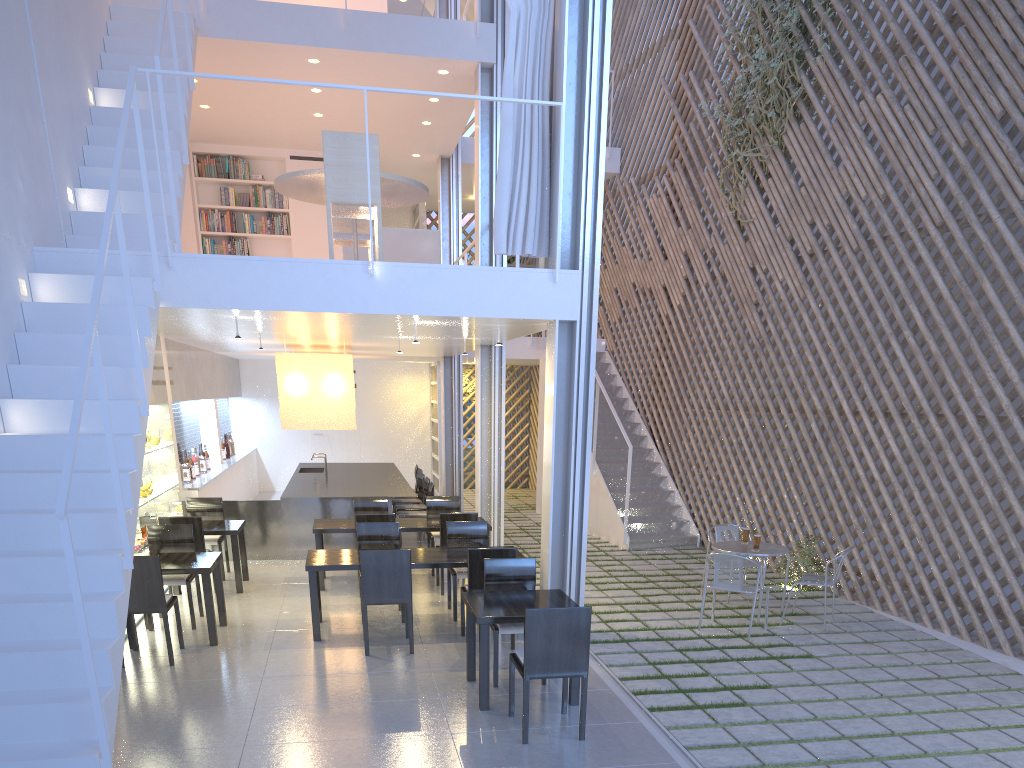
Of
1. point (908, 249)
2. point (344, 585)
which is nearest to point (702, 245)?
point (908, 249)

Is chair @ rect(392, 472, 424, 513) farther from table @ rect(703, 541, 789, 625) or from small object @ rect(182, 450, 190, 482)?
table @ rect(703, 541, 789, 625)

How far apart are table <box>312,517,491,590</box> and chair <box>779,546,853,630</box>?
1.8 meters

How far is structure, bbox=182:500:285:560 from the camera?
5.0m

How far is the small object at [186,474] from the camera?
5.25m

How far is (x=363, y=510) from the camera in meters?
4.7

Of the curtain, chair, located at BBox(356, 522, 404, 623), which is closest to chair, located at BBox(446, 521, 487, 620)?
chair, located at BBox(356, 522, 404, 623)

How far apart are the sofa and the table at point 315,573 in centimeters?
177cm

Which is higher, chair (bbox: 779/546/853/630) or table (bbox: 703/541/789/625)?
table (bbox: 703/541/789/625)

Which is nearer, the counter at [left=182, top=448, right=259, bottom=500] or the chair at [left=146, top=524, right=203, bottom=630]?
the chair at [left=146, top=524, right=203, bottom=630]
